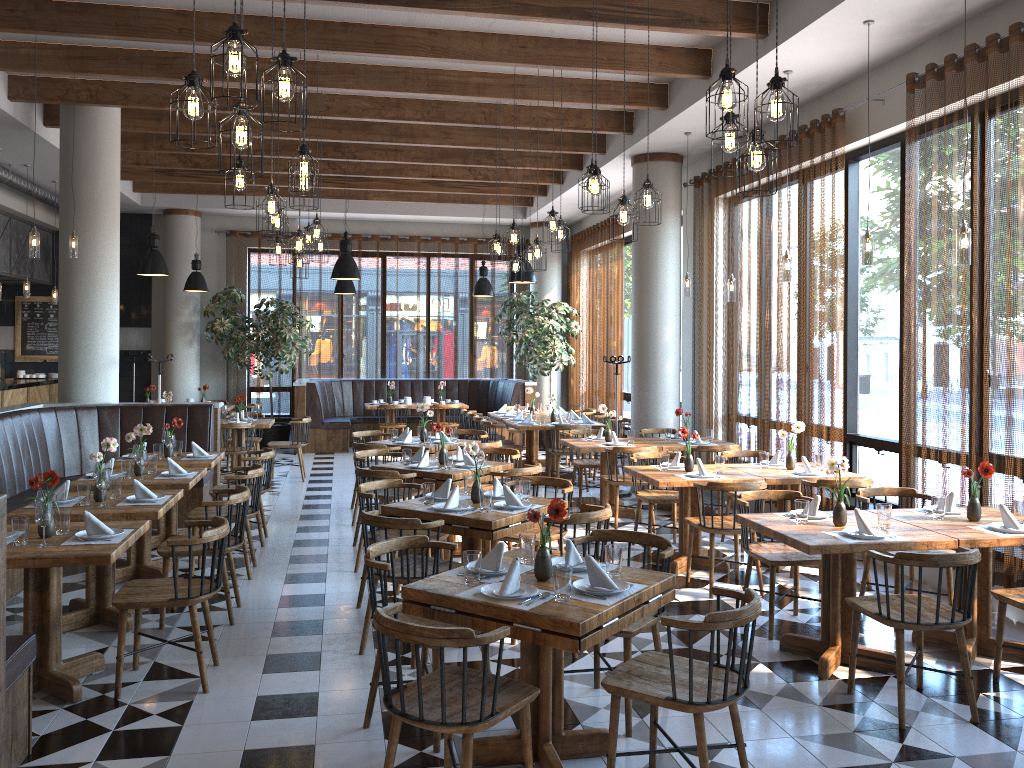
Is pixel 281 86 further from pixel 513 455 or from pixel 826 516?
pixel 513 455

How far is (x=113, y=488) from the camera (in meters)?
5.70

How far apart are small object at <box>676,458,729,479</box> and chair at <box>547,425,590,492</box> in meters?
3.9 m

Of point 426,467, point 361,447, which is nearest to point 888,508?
point 426,467

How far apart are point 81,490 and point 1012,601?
5.3m

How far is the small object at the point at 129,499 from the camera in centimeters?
558cm

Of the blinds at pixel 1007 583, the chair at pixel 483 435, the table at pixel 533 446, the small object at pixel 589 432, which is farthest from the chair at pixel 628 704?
the table at pixel 533 446

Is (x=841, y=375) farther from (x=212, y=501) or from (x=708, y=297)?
(x=212, y=501)

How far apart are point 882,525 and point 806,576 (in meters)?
2.11

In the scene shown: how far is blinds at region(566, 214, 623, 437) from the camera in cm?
1379
